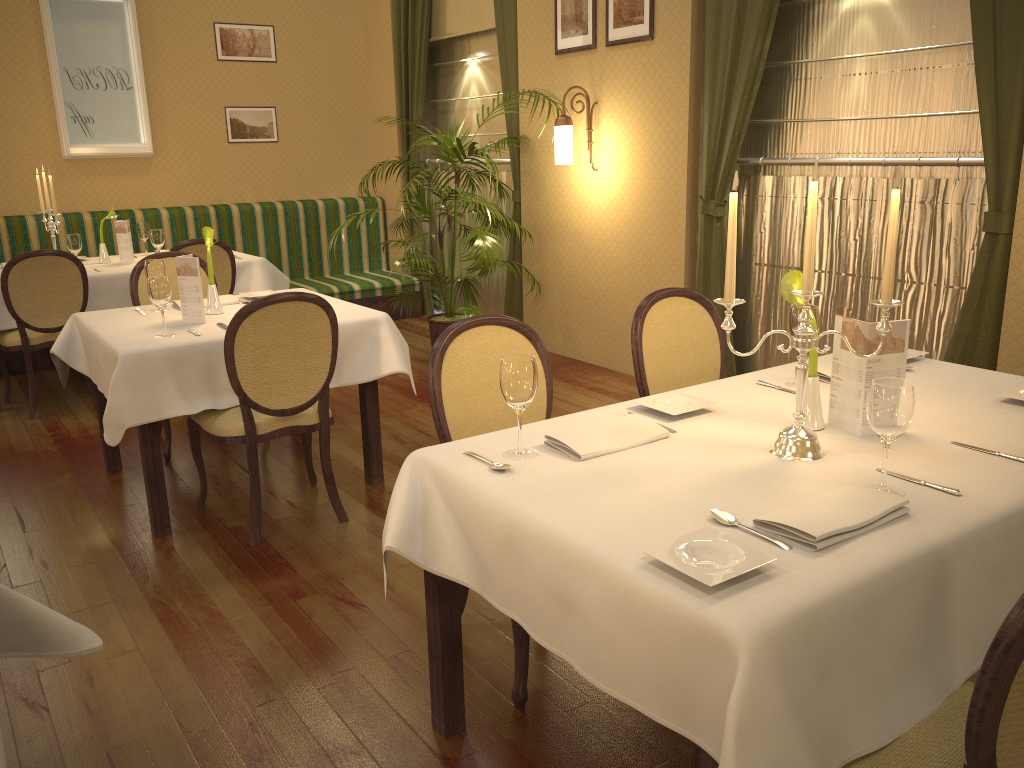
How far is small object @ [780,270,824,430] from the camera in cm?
213

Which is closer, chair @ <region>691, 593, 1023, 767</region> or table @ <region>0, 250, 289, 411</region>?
chair @ <region>691, 593, 1023, 767</region>

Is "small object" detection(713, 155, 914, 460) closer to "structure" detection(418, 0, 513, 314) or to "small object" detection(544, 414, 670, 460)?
"small object" detection(544, 414, 670, 460)

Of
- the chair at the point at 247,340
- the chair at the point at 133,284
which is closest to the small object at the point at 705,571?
the chair at the point at 247,340

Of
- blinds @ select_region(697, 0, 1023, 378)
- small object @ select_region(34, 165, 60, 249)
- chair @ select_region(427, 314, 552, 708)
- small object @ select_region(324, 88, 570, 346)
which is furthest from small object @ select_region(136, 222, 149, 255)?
chair @ select_region(427, 314, 552, 708)

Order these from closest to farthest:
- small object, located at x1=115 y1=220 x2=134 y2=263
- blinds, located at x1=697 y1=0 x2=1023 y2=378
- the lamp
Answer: blinds, located at x1=697 y1=0 x2=1023 y2=378 < the lamp < small object, located at x1=115 y1=220 x2=134 y2=263

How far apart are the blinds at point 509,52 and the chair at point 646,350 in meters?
3.5 m

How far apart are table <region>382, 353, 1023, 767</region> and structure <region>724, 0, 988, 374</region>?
1.5 meters

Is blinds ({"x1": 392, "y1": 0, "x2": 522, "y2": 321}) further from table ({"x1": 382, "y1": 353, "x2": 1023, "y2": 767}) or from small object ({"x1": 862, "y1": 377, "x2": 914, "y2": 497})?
small object ({"x1": 862, "y1": 377, "x2": 914, "y2": 497})

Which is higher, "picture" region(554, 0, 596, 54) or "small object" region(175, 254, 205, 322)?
Result: "picture" region(554, 0, 596, 54)
